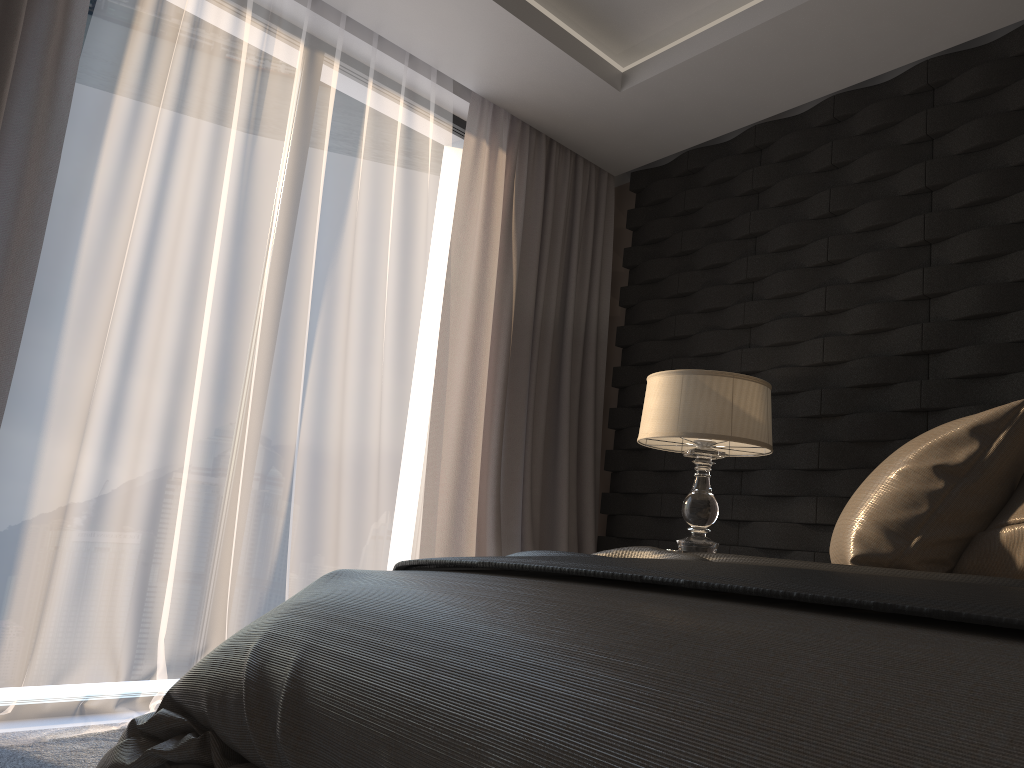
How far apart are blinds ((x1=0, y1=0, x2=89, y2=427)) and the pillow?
2.2 meters

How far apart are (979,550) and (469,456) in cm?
225

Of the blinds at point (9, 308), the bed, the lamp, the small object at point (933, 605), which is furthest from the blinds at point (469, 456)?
the bed

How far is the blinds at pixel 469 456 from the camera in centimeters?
361cm

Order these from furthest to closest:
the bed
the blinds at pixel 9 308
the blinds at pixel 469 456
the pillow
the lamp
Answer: the blinds at pixel 469 456, the lamp, the blinds at pixel 9 308, the pillow, the bed

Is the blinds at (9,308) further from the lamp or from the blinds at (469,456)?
the lamp

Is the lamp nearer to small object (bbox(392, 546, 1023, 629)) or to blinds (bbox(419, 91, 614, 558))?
blinds (bbox(419, 91, 614, 558))

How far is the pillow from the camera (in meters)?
1.61

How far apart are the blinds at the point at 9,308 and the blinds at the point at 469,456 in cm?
153

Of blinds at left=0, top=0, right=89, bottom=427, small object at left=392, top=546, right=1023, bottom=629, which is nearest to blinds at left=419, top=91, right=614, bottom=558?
blinds at left=0, top=0, right=89, bottom=427
